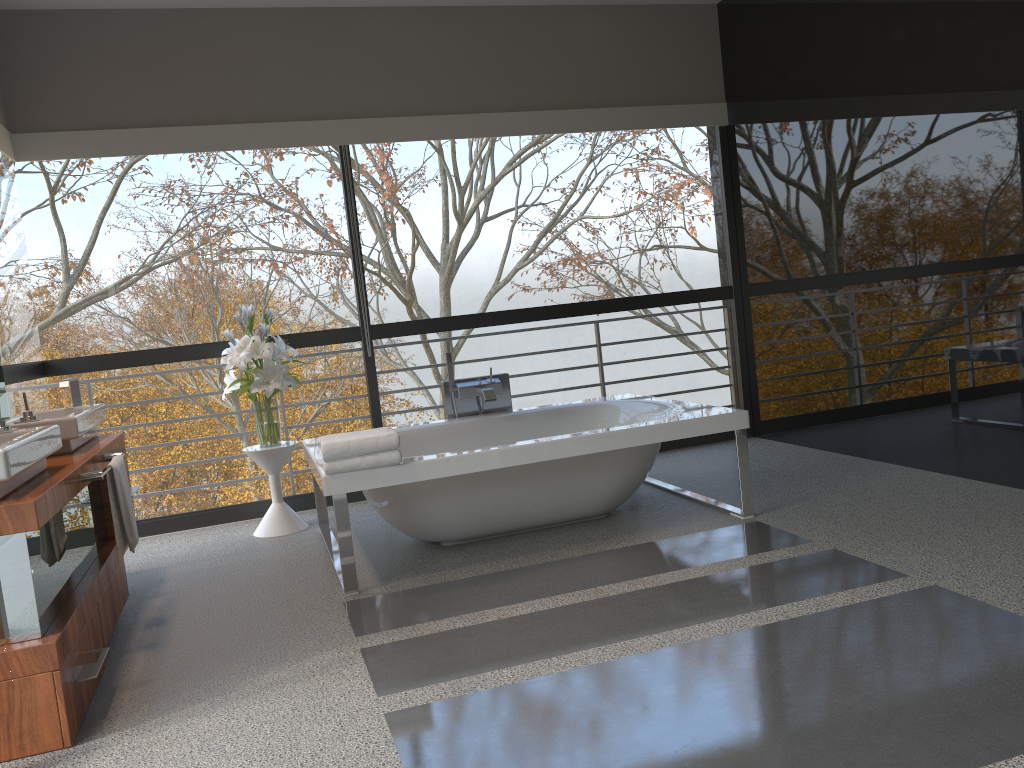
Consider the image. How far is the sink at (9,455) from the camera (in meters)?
2.48

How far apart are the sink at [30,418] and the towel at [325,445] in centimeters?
94cm

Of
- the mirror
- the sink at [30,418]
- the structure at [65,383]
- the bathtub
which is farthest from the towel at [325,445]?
the mirror

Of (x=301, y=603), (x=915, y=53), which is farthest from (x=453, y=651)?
(x=915, y=53)

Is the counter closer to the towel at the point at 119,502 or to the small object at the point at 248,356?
the towel at the point at 119,502

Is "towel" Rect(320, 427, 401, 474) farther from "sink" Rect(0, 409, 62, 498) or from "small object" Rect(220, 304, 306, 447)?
"small object" Rect(220, 304, 306, 447)

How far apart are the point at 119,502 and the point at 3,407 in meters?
1.1

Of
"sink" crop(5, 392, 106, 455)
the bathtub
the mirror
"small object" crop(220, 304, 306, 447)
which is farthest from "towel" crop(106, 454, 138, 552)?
"small object" crop(220, 304, 306, 447)

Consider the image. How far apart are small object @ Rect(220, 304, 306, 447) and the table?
0.0m

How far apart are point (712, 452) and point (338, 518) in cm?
306
